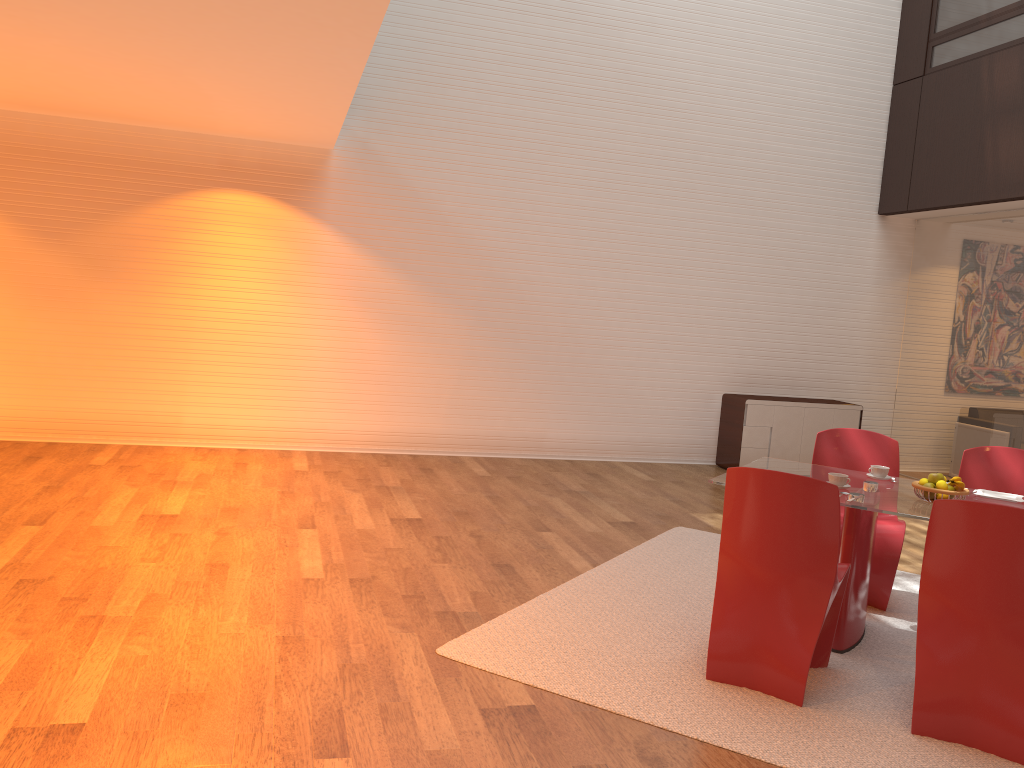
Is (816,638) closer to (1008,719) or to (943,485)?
(1008,719)

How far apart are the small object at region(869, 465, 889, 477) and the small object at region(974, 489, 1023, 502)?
0.4 meters

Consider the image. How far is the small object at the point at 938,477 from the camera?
4.0m

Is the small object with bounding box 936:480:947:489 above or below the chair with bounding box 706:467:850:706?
above

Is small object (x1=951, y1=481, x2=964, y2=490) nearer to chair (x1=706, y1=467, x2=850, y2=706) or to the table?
the table

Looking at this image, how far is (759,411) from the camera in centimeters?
854cm

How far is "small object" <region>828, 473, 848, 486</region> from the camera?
4.10m

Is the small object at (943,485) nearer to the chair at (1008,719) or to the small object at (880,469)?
the small object at (880,469)

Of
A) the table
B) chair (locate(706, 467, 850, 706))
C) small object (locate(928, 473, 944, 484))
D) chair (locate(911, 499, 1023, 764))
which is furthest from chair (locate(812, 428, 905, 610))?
chair (locate(911, 499, 1023, 764))

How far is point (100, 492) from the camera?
5.91m
